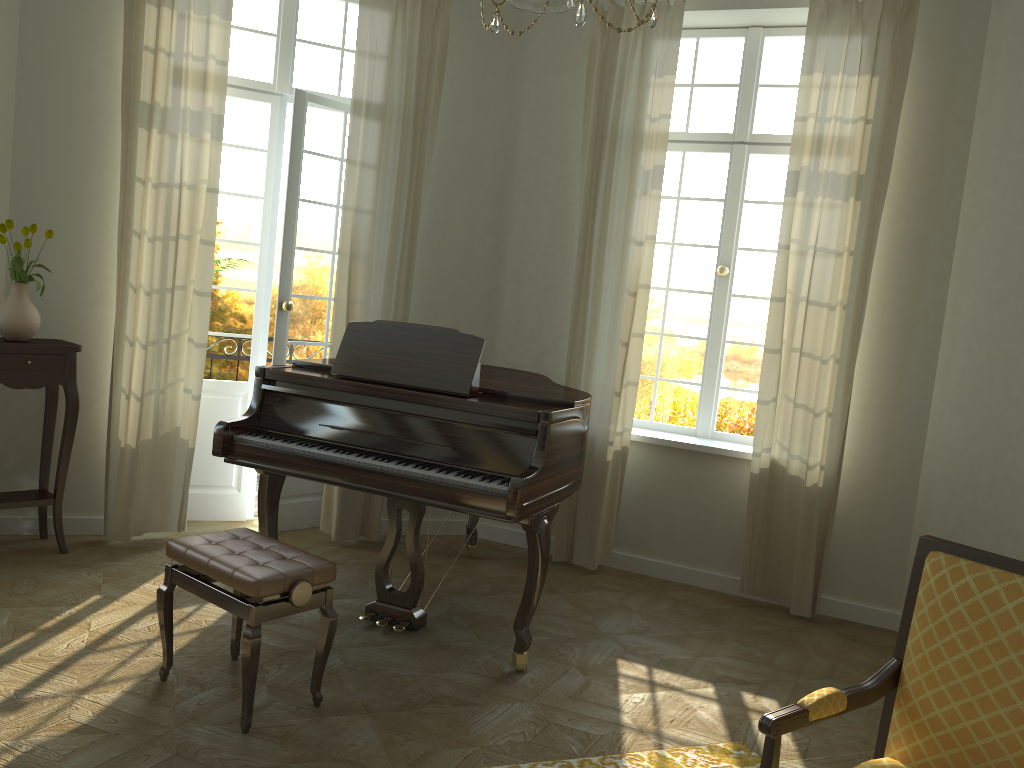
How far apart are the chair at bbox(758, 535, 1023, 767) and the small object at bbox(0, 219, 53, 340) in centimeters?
405cm

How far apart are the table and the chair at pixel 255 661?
1.67m

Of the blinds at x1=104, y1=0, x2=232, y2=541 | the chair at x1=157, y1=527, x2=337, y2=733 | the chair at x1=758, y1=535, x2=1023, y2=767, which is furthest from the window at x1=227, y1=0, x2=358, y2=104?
the chair at x1=758, y1=535, x2=1023, y2=767

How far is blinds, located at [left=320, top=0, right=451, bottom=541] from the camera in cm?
519

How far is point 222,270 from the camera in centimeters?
550cm

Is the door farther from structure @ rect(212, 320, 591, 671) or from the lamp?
the lamp

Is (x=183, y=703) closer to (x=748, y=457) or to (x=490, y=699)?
(x=490, y=699)

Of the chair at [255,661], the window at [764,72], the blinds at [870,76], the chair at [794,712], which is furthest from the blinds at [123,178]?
the chair at [794,712]

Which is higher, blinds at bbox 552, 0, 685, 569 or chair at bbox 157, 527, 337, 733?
blinds at bbox 552, 0, 685, 569

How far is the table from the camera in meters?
4.4 m
